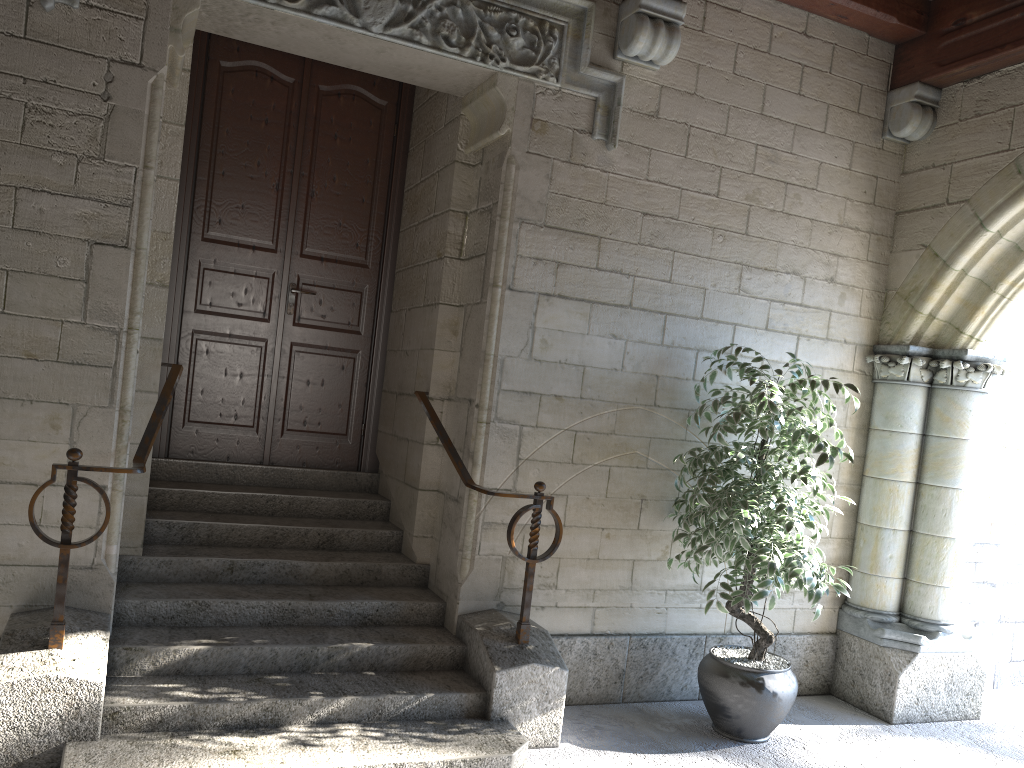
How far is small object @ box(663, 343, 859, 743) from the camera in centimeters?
334cm

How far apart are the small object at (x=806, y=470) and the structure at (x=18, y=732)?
2.0 meters

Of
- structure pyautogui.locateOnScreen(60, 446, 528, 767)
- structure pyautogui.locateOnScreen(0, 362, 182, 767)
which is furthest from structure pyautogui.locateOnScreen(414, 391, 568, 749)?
structure pyautogui.locateOnScreen(0, 362, 182, 767)

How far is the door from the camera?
4.2 meters

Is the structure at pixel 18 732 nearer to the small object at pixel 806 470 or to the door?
the door

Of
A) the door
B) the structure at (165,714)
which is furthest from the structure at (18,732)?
the door

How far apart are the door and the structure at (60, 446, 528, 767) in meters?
0.1

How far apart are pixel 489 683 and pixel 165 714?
1.08m

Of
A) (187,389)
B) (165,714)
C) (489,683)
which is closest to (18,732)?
(165,714)

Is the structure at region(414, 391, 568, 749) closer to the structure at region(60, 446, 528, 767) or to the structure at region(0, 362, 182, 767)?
the structure at region(60, 446, 528, 767)
